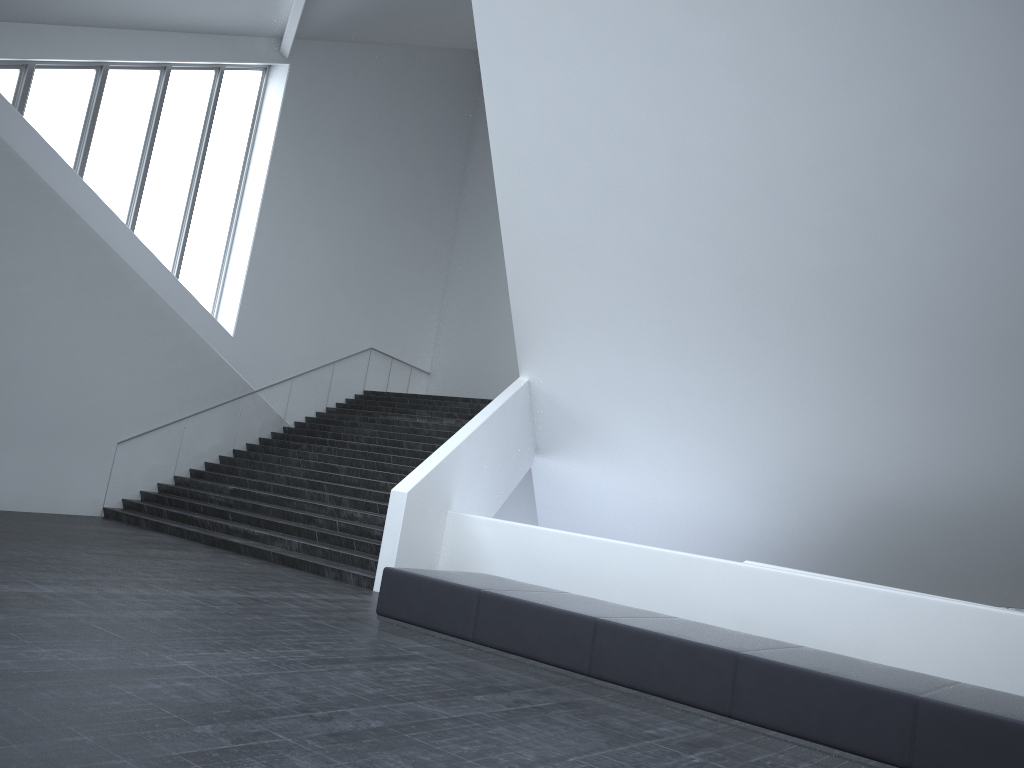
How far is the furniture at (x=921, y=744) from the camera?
5.3m

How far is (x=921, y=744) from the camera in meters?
5.3

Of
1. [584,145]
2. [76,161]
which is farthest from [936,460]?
[76,161]

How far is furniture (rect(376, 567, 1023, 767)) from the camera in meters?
5.3 m
